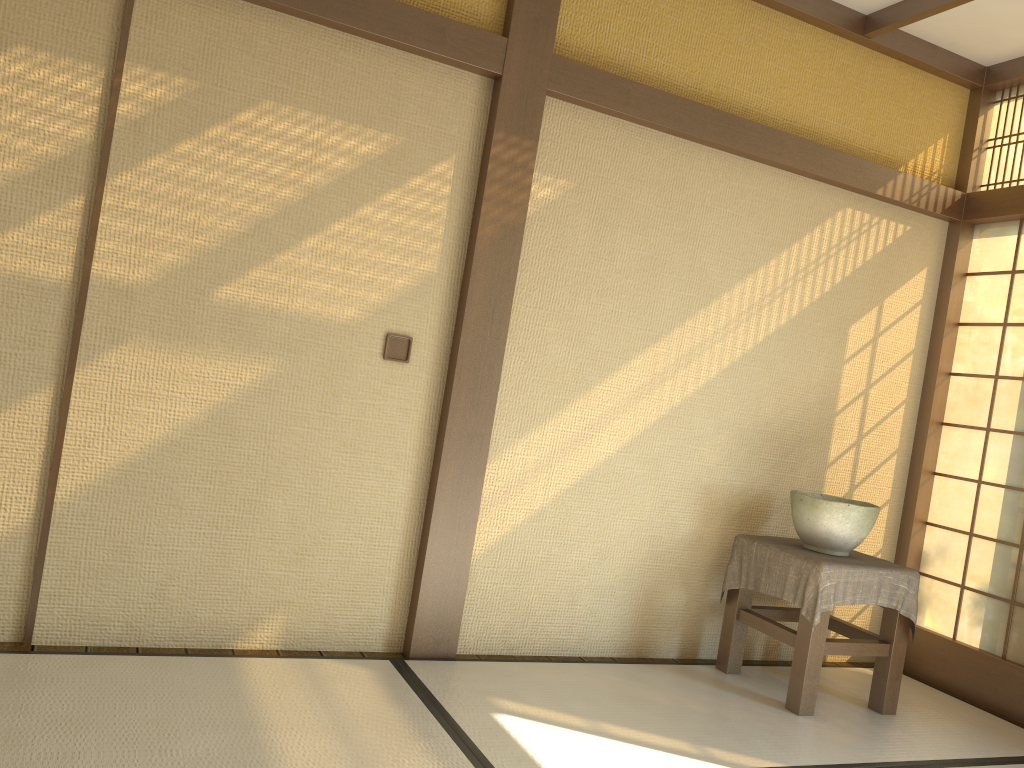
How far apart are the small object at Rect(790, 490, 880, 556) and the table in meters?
0.0 m

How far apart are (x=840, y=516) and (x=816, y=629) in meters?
0.5 m

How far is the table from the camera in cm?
339

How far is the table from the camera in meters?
3.4 m

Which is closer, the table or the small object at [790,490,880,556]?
→ the table

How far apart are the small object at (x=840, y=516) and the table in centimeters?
3cm

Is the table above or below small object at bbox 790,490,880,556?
below

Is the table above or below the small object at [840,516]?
below

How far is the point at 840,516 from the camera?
3.5m

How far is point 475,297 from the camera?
3.35m
